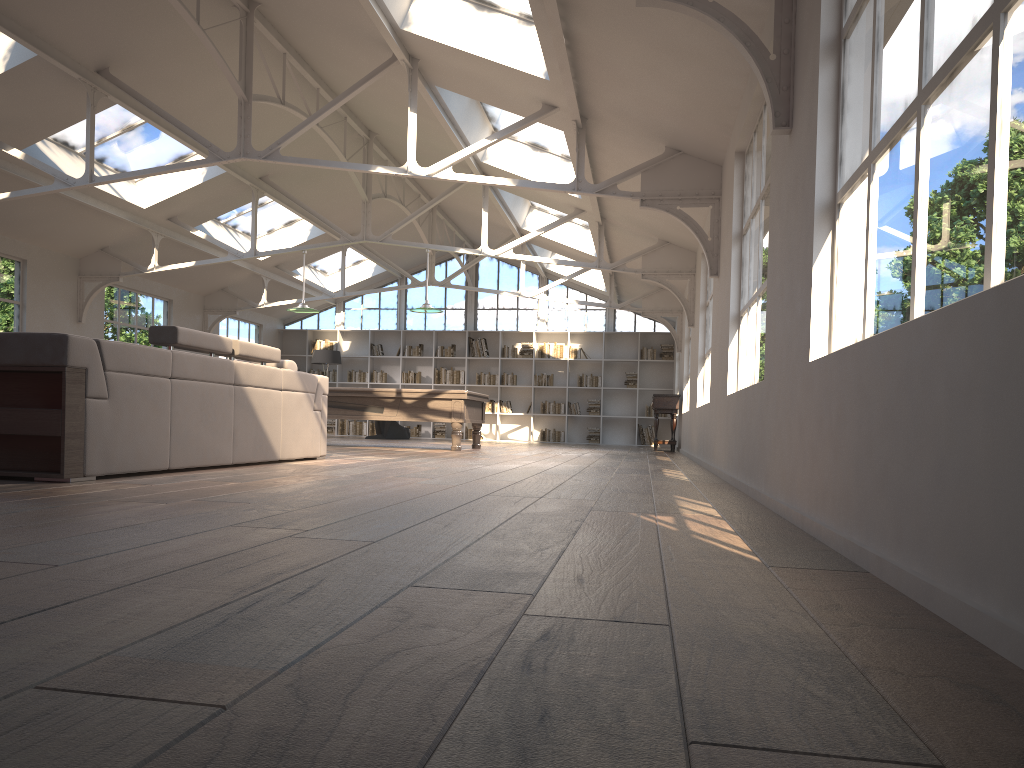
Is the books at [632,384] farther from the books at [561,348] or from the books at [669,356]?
the books at [561,348]

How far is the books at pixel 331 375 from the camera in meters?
19.3 m

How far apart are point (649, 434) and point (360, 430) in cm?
618

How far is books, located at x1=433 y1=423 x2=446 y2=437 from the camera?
18.9 meters

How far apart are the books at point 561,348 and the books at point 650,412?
2.1m

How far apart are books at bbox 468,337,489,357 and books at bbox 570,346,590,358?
1.9 meters

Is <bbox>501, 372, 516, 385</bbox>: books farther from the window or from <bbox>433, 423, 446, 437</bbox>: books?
<bbox>433, 423, 446, 437</bbox>: books

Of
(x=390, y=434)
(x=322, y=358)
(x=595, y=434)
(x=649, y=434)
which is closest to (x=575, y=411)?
(x=595, y=434)

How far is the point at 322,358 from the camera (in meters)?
17.68

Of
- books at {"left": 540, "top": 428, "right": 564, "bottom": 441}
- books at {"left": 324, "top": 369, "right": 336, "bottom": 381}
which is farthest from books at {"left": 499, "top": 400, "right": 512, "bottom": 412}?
books at {"left": 324, "top": 369, "right": 336, "bottom": 381}
